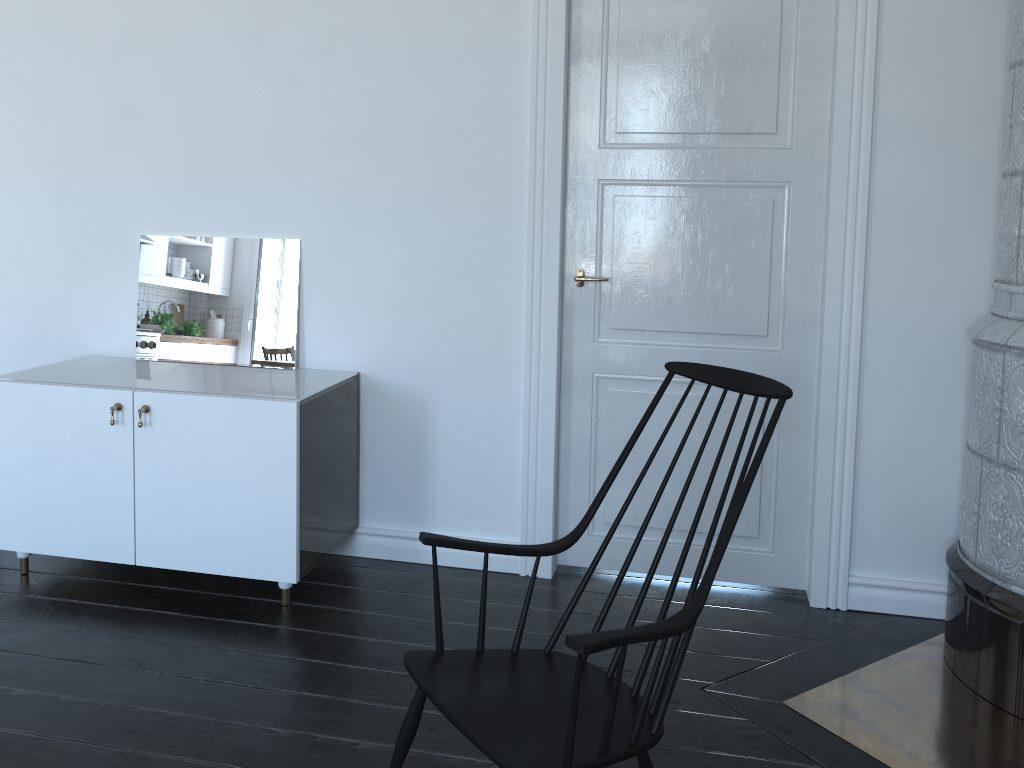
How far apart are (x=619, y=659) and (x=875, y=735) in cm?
118

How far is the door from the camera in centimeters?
298cm

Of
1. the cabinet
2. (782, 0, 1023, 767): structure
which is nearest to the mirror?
the cabinet

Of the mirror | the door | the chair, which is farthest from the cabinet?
the chair

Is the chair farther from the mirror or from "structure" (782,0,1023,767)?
the mirror

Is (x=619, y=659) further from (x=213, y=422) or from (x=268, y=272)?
(x=268, y=272)

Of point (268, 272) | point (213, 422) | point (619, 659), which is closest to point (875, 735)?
point (619, 659)

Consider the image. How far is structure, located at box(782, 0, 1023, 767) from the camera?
2.4m

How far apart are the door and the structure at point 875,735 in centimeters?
31cm

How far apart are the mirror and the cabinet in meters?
0.5 m
